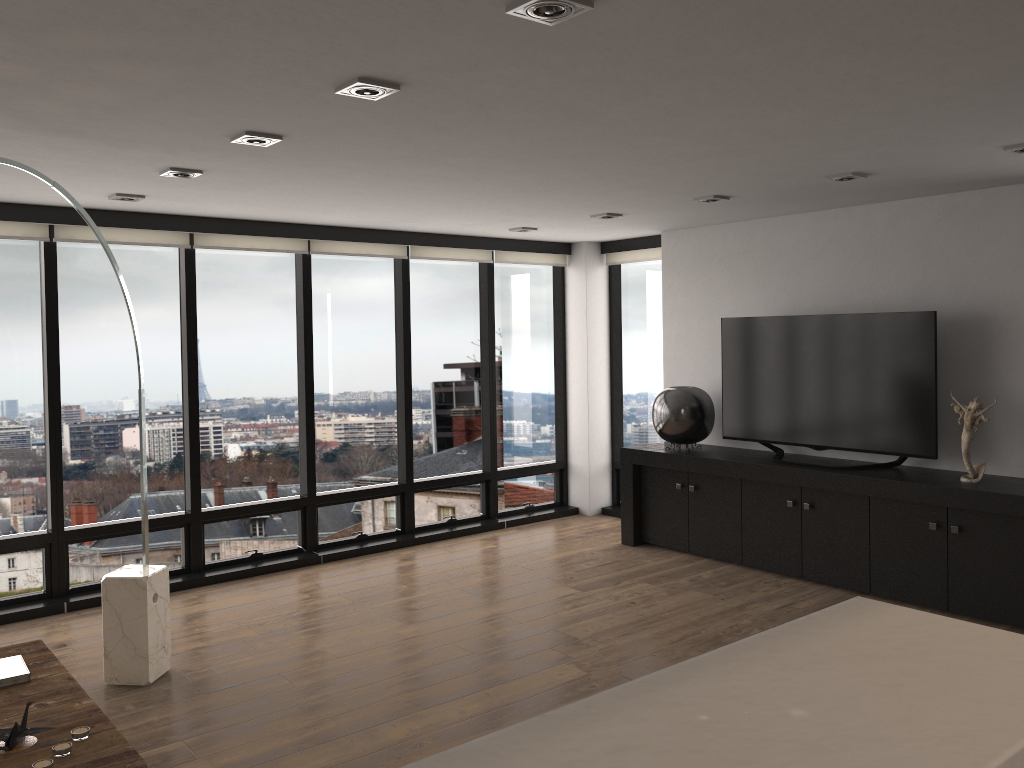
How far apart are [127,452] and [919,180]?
5.10m

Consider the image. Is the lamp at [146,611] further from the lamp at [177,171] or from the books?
the books

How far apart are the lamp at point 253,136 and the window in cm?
248

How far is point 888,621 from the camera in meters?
1.3

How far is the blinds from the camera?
5.29m

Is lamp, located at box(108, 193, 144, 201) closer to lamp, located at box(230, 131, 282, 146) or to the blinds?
the blinds

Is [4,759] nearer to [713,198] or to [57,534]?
[57,534]

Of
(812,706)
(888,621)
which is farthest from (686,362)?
(812,706)

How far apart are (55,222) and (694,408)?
4.4m

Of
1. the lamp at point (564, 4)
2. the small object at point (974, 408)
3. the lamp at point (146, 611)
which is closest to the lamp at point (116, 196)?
the lamp at point (146, 611)
